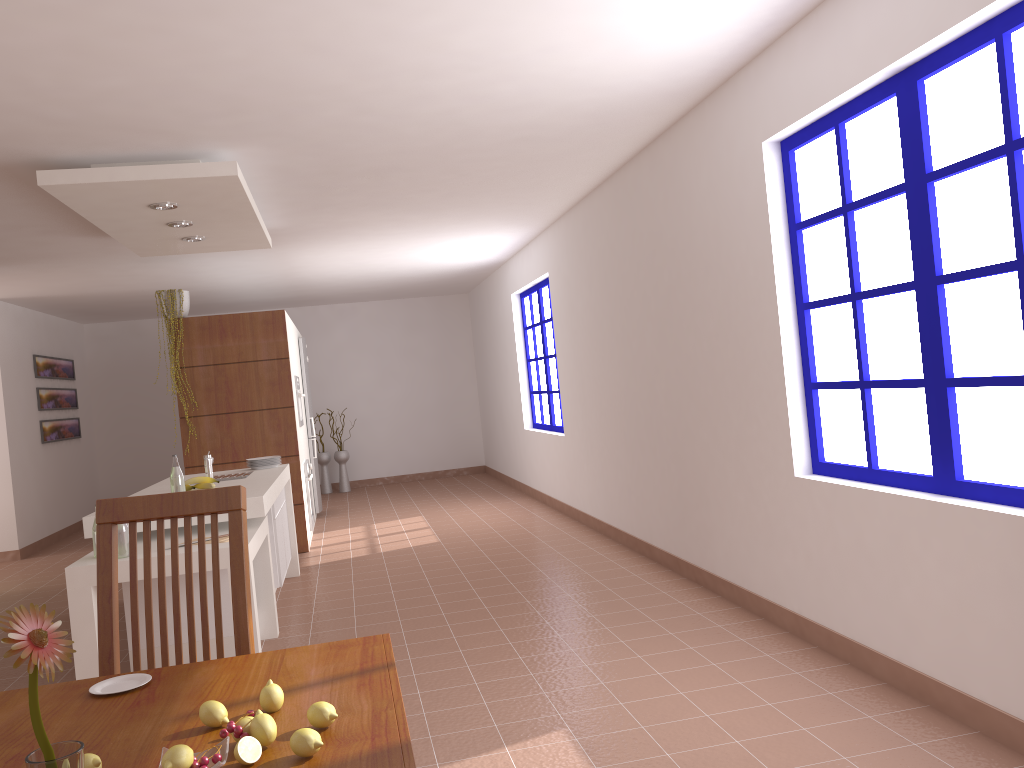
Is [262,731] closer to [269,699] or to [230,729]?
[230,729]

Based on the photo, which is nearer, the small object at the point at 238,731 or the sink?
the small object at the point at 238,731

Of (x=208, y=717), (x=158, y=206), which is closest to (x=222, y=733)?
(x=208, y=717)

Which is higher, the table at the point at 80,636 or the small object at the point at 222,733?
the small object at the point at 222,733

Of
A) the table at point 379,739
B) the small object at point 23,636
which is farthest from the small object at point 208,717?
the small object at point 23,636

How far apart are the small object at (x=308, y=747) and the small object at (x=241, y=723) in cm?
11

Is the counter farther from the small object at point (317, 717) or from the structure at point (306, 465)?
the small object at point (317, 717)

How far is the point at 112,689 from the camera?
1.6 meters

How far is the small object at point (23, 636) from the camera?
0.66m

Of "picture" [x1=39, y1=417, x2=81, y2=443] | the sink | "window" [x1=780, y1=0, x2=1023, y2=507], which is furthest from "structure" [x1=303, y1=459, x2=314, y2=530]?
"window" [x1=780, y1=0, x2=1023, y2=507]
